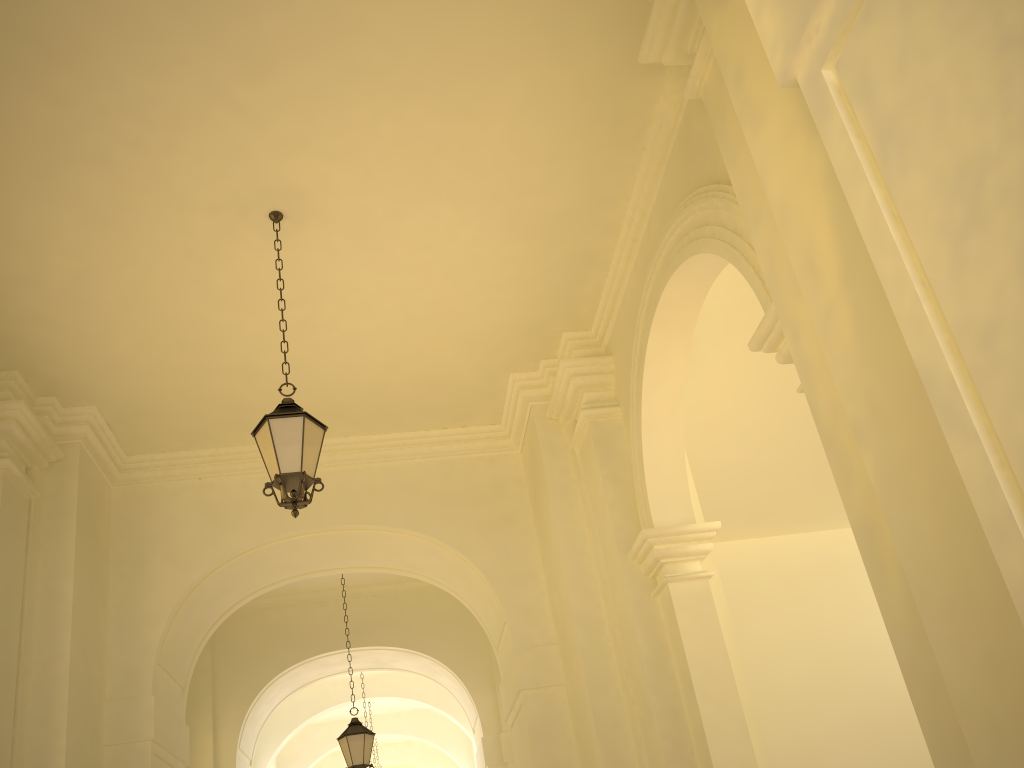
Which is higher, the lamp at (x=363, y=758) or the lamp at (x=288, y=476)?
the lamp at (x=288, y=476)

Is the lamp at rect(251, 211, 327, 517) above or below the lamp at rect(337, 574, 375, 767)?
above

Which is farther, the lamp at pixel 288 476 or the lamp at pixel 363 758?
the lamp at pixel 363 758

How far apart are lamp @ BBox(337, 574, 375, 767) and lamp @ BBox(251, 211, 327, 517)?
6.1m

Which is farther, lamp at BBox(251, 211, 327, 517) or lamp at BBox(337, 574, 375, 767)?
lamp at BBox(337, 574, 375, 767)

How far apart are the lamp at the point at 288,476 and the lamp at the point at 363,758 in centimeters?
608cm

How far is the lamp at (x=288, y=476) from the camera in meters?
5.6

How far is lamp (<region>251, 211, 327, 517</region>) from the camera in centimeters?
560cm
